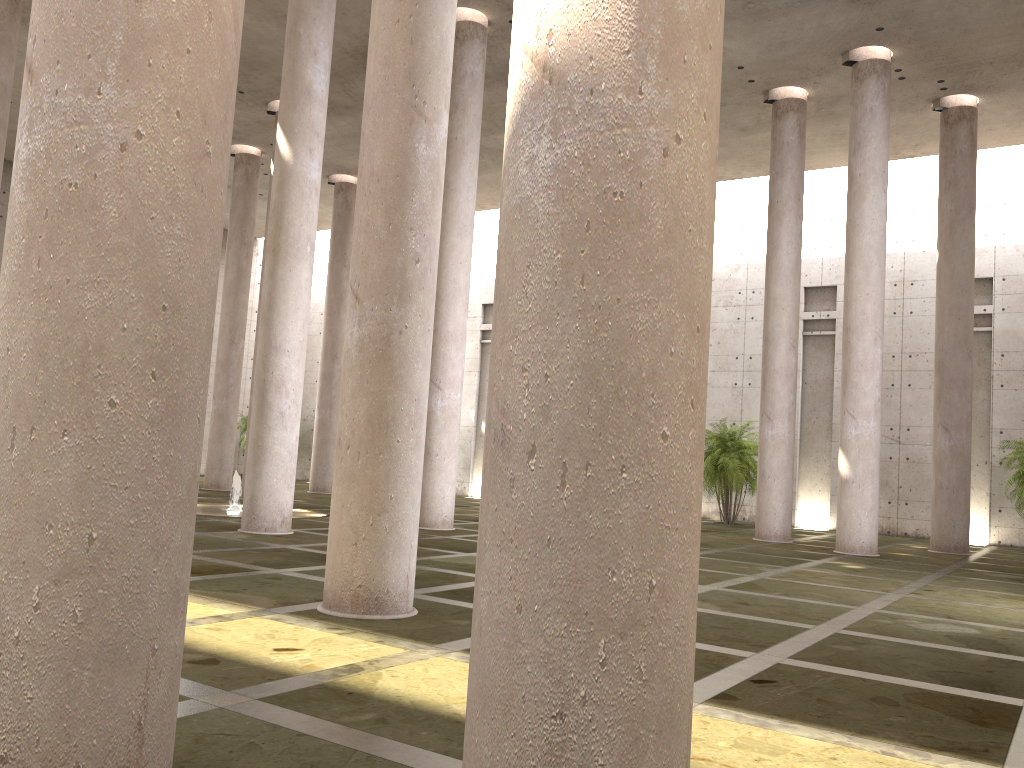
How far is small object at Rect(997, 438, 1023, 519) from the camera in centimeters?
2192cm

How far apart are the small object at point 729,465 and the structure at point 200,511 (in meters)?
→ 11.66

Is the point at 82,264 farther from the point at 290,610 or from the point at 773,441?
the point at 773,441

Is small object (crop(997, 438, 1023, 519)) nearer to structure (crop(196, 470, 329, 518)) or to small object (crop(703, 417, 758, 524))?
small object (crop(703, 417, 758, 524))

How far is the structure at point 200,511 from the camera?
17.94m

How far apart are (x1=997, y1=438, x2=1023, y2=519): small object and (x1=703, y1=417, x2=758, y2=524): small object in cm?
659

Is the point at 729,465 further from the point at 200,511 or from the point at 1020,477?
the point at 200,511

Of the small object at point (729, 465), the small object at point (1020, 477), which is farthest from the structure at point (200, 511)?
the small object at point (1020, 477)

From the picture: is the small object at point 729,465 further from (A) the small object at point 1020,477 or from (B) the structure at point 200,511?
(B) the structure at point 200,511

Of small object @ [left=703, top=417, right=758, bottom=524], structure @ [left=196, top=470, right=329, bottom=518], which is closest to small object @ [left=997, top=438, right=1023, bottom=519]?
small object @ [left=703, top=417, right=758, bottom=524]
